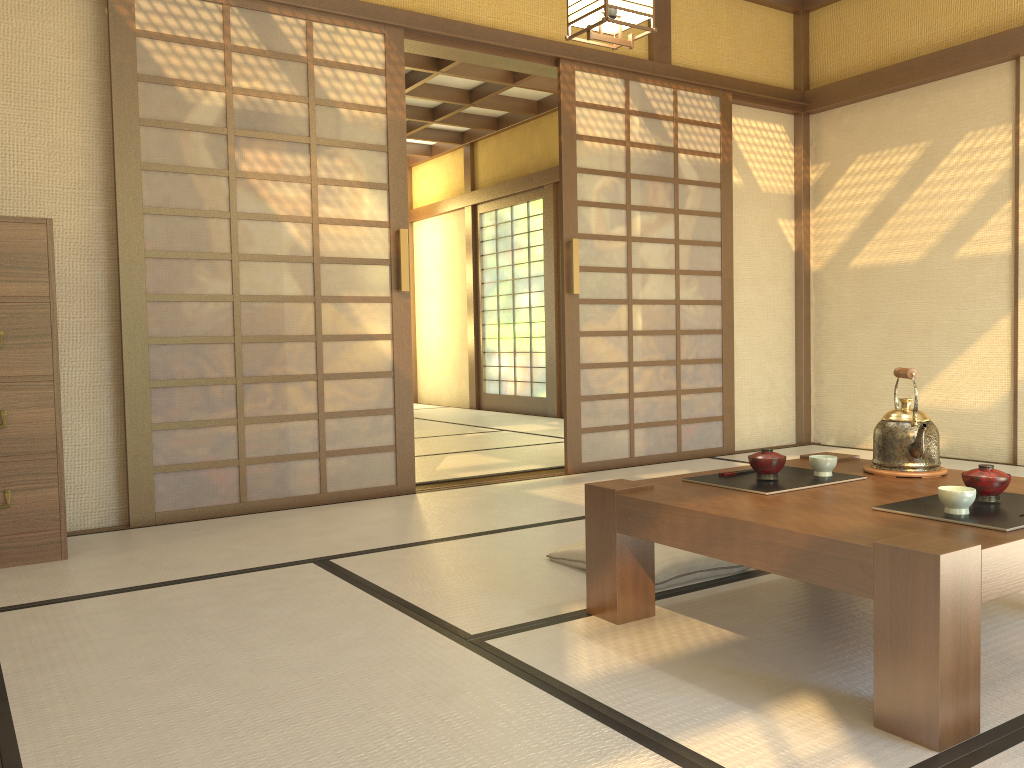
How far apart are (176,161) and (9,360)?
1.17m

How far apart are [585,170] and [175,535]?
2.9m

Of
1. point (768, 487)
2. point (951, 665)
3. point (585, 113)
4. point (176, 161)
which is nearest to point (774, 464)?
point (768, 487)

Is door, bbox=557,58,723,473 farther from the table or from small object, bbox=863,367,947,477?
small object, bbox=863,367,947,477

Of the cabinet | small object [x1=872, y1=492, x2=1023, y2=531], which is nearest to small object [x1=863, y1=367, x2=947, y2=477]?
small object [x1=872, y1=492, x2=1023, y2=531]

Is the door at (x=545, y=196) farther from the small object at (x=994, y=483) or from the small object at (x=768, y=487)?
the small object at (x=994, y=483)

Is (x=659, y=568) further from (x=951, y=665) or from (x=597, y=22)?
(x=597, y=22)

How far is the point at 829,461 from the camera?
2.4 meters

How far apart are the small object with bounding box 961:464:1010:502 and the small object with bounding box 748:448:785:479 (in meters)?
0.46

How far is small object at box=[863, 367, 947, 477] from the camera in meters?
2.4
